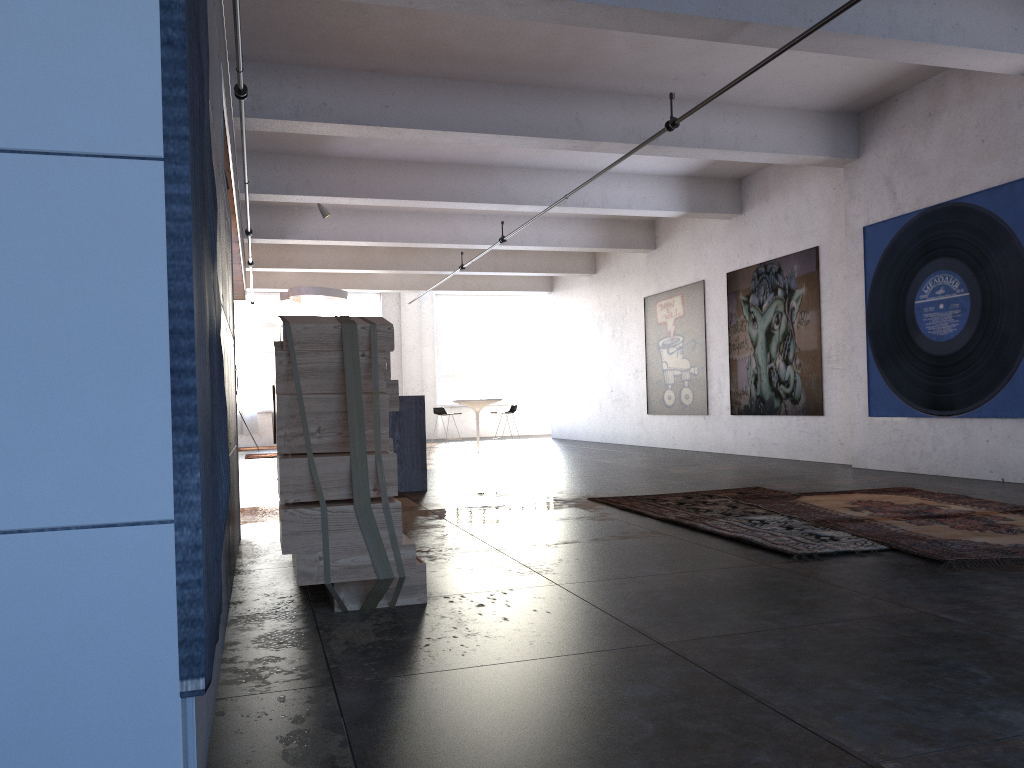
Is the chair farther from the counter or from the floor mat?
the floor mat

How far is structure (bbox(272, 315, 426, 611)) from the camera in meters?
3.5 m

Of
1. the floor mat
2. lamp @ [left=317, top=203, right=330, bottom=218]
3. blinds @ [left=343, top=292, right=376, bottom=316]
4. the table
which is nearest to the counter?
the floor mat

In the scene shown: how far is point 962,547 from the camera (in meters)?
4.52

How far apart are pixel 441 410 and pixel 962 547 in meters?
11.2 m

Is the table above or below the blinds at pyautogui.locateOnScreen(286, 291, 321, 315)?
below

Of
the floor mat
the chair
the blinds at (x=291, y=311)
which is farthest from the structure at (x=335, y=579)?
the blinds at (x=291, y=311)

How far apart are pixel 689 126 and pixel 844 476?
3.94m

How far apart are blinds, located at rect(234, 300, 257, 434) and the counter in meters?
13.6

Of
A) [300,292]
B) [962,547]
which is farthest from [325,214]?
[962,547]
